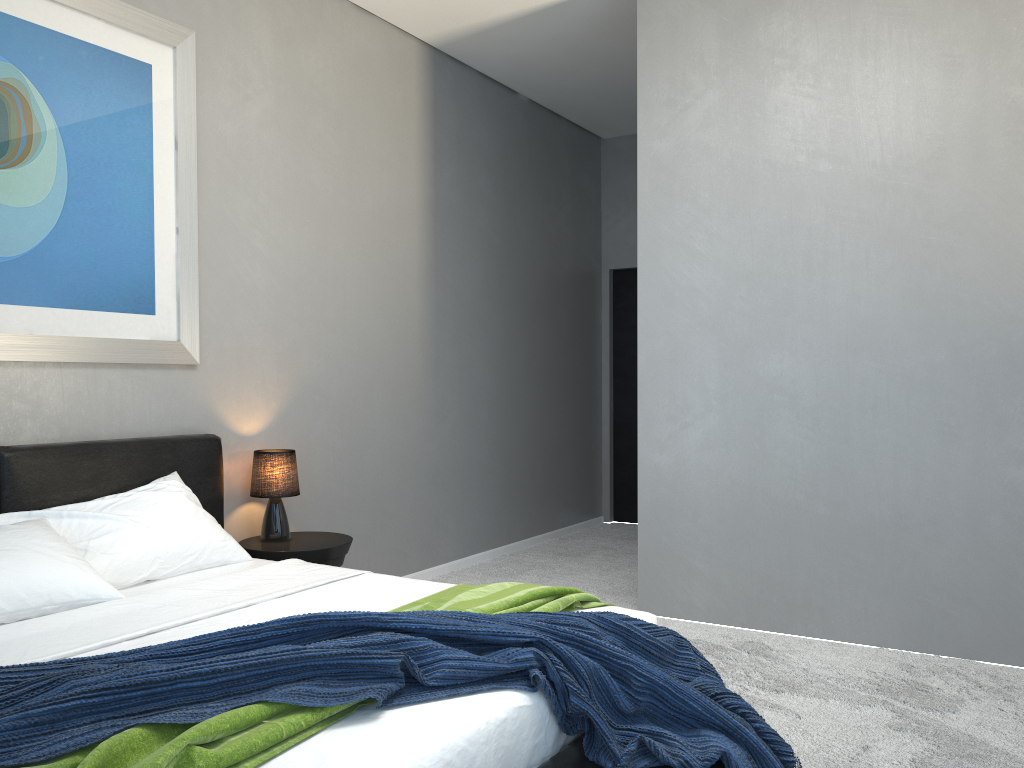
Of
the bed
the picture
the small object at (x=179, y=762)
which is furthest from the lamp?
the small object at (x=179, y=762)

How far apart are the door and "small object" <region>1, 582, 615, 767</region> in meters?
4.4 m

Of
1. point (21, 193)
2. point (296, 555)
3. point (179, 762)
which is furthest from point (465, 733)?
point (21, 193)

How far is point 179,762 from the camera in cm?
146

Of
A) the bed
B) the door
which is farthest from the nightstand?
the door

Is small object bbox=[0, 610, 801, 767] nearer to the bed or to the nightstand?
the bed

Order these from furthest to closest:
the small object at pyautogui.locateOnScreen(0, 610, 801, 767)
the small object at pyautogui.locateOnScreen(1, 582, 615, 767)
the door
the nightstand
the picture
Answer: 1. the door
2. the nightstand
3. the picture
4. the small object at pyautogui.locateOnScreen(0, 610, 801, 767)
5. the small object at pyautogui.locateOnScreen(1, 582, 615, 767)

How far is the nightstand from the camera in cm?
371

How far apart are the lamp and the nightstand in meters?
0.0 m

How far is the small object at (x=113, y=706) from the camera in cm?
164
